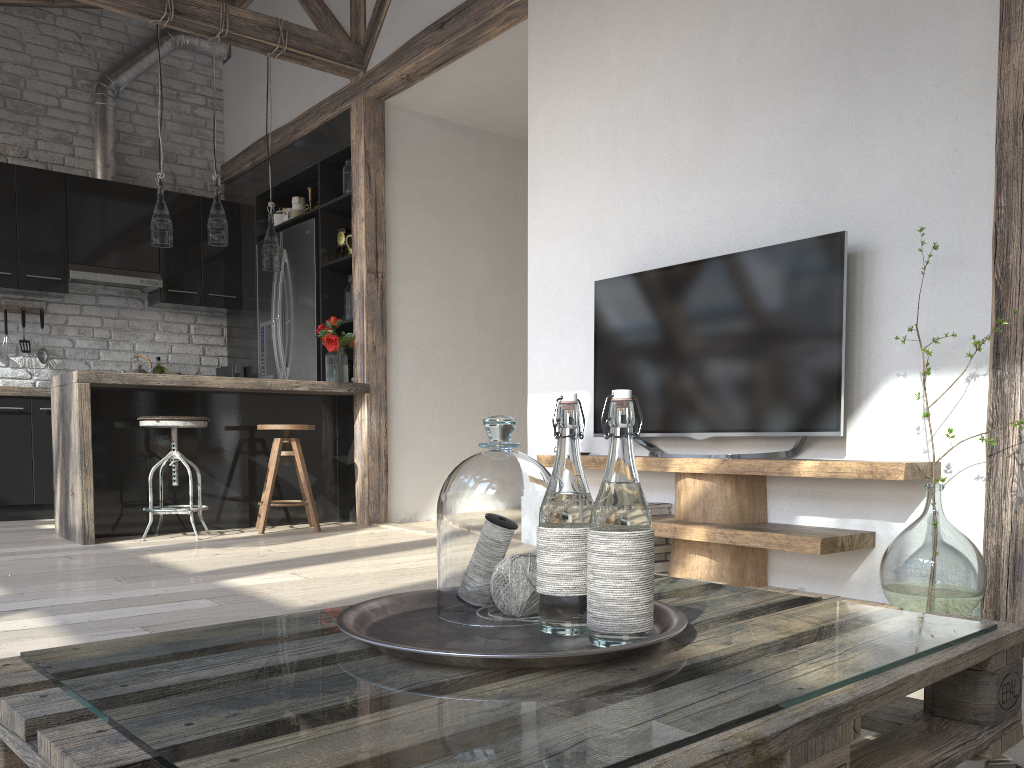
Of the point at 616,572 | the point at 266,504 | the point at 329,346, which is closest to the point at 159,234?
the point at 329,346

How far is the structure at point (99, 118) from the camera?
6.36m

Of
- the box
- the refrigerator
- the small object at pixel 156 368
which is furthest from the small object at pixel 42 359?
the box

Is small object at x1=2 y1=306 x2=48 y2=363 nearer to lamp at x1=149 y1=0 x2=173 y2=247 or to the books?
lamp at x1=149 y1=0 x2=173 y2=247

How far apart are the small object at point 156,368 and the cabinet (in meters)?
0.46

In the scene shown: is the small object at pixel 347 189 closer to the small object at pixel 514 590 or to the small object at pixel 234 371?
the small object at pixel 234 371

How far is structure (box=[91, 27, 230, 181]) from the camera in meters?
6.4 m

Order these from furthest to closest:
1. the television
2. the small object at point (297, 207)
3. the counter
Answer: the small object at point (297, 207) → the counter → the television

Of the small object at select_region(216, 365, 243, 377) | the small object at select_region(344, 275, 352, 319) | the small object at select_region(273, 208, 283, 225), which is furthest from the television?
the small object at select_region(216, 365, 243, 377)

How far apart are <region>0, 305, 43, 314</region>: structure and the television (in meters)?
4.48
